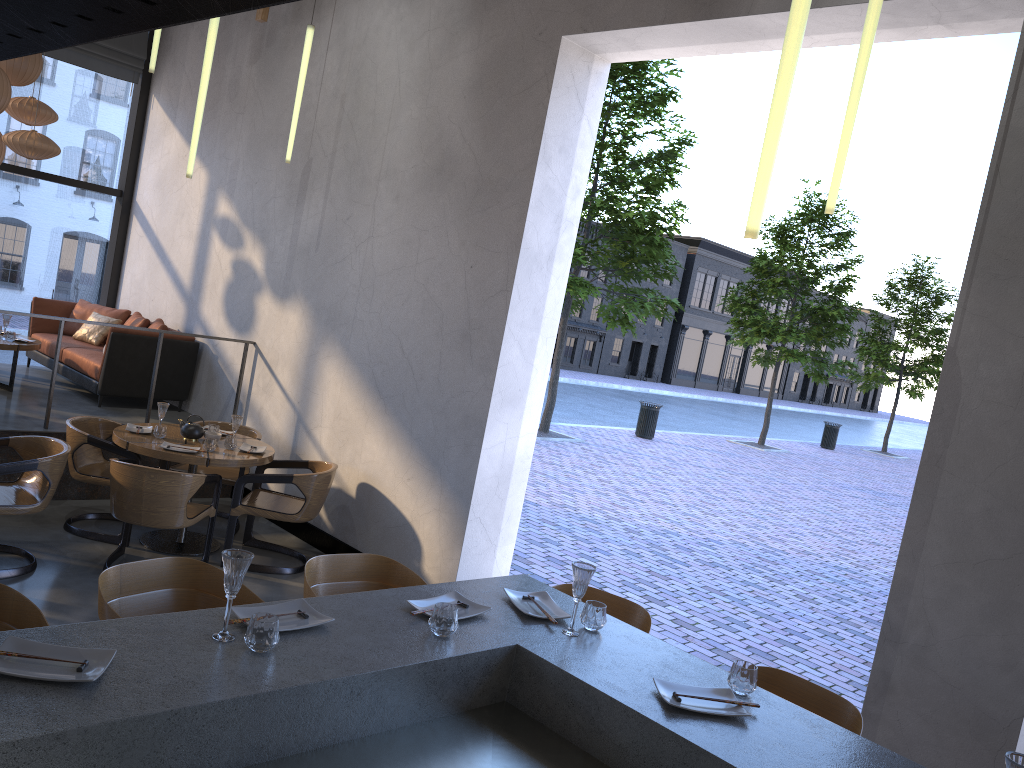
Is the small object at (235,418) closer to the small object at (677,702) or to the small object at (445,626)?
the small object at (445,626)

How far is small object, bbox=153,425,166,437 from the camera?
6.1 meters

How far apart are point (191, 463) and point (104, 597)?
3.2 meters

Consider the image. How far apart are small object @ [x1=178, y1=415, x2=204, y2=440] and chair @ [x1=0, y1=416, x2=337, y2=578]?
0.36m

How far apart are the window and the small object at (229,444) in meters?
4.8

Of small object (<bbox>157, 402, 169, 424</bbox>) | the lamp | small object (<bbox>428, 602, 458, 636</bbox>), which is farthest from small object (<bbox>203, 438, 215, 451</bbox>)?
small object (<bbox>428, 602, 458, 636</bbox>)

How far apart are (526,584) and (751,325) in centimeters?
1927cm

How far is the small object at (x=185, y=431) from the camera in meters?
6.3 m

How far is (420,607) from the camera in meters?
2.8

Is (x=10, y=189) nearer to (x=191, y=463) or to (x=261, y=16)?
(x=261, y=16)
